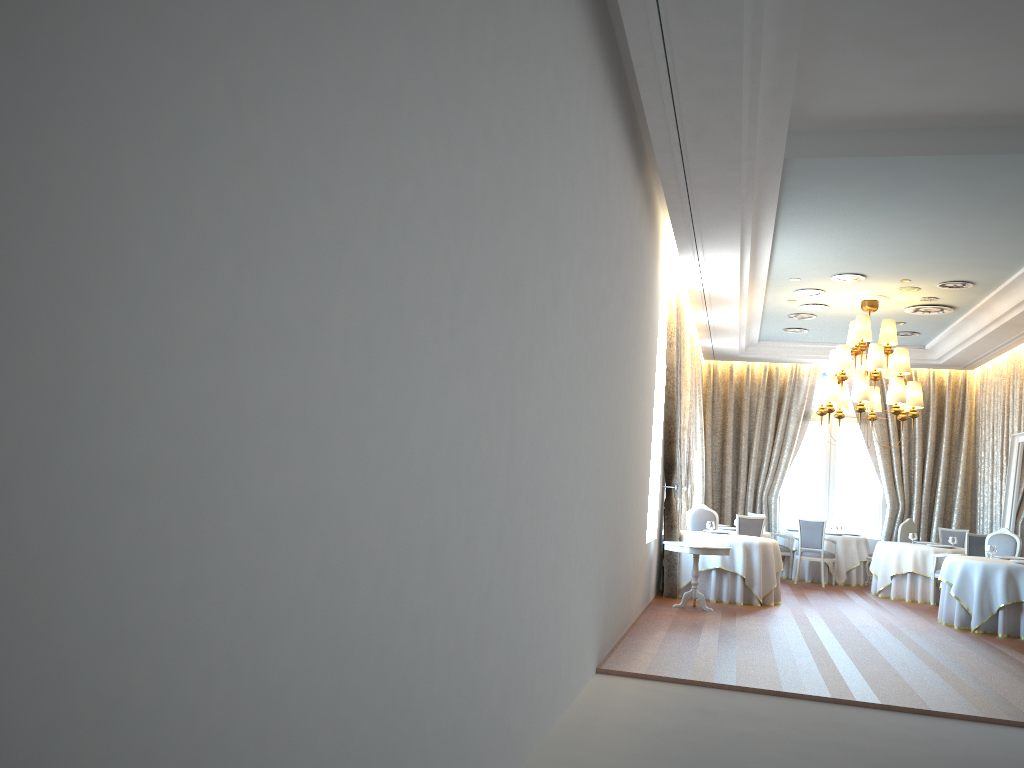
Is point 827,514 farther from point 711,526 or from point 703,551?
point 703,551

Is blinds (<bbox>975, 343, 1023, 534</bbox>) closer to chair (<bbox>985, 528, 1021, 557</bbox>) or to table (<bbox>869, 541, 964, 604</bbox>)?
table (<bbox>869, 541, 964, 604</bbox>)

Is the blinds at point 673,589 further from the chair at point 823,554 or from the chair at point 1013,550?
the chair at point 1013,550

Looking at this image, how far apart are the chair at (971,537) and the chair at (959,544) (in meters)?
2.45

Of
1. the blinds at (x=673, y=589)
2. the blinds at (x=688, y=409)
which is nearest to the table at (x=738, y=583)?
the blinds at (x=673, y=589)

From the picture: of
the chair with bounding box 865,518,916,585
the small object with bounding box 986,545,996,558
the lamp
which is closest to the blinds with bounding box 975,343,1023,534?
the chair with bounding box 865,518,916,585

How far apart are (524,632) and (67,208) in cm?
346

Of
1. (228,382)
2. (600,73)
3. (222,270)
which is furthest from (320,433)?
(600,73)

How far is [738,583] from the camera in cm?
1146

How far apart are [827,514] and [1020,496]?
4.7 meters
